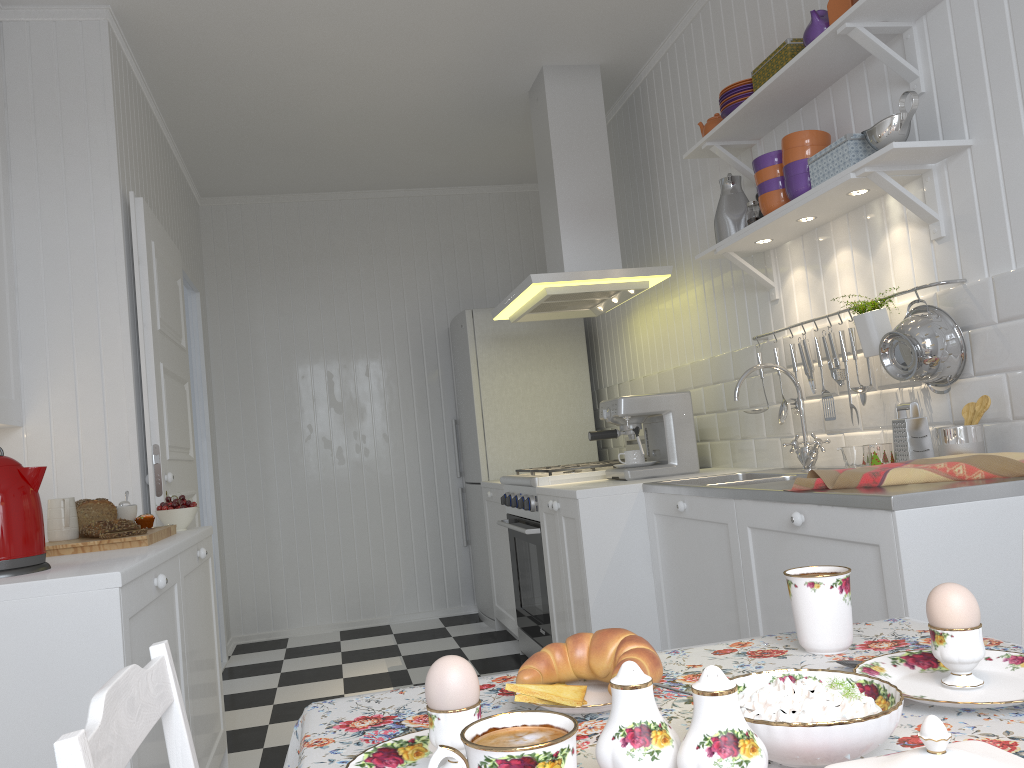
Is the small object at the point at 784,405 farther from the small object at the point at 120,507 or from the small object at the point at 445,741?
the small object at the point at 445,741

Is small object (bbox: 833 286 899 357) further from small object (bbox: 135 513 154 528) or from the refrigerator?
the refrigerator

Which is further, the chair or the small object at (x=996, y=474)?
the small object at (x=996, y=474)

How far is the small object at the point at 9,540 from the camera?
A: 1.81m

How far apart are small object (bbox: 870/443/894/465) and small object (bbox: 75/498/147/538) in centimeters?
199cm

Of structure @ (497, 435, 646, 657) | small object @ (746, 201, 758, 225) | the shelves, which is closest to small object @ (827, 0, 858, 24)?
the shelves

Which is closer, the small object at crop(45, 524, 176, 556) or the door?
the small object at crop(45, 524, 176, 556)

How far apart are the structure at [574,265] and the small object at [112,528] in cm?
179

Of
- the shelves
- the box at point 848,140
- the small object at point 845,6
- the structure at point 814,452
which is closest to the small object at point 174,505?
the structure at point 814,452

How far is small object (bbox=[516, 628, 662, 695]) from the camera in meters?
0.9
